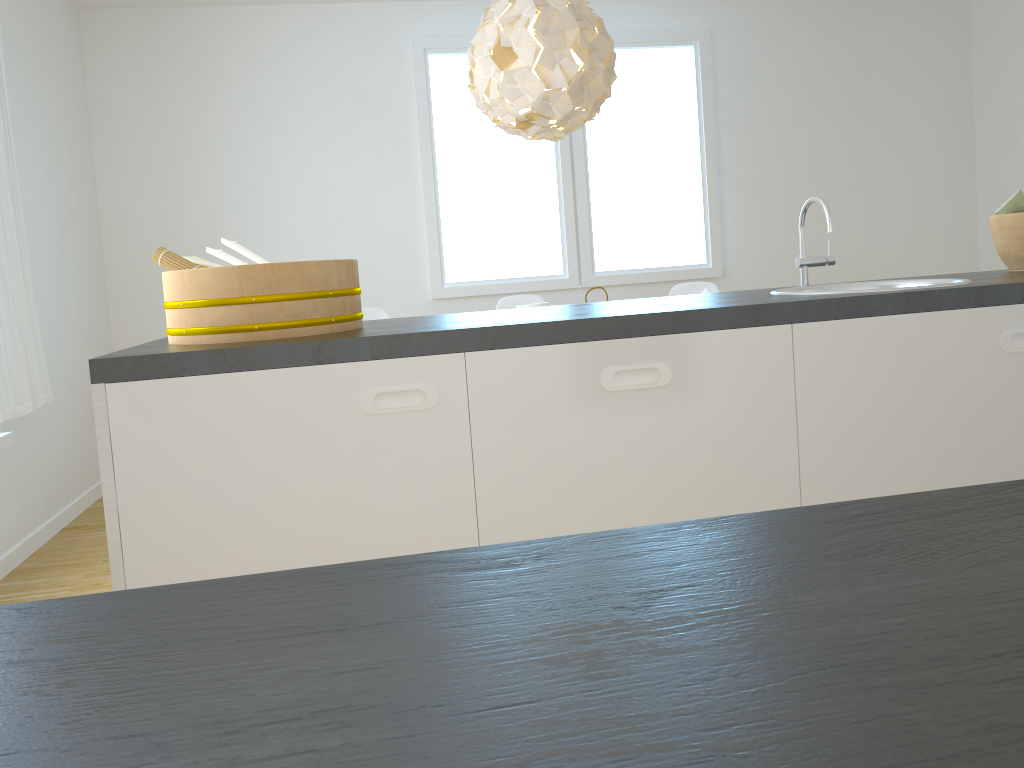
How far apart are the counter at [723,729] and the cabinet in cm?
124

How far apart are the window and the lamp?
1.53m

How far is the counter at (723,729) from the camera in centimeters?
18cm

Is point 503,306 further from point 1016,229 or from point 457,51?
point 1016,229

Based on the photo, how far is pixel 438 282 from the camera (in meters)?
5.40

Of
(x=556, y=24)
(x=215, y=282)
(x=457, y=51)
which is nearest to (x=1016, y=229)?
(x=215, y=282)

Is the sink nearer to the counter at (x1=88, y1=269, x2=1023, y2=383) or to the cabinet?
the counter at (x1=88, y1=269, x2=1023, y2=383)

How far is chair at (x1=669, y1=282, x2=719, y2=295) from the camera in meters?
4.9

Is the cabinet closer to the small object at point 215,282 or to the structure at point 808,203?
the small object at point 215,282

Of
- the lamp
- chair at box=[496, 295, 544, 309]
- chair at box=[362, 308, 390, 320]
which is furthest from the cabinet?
chair at box=[496, 295, 544, 309]
